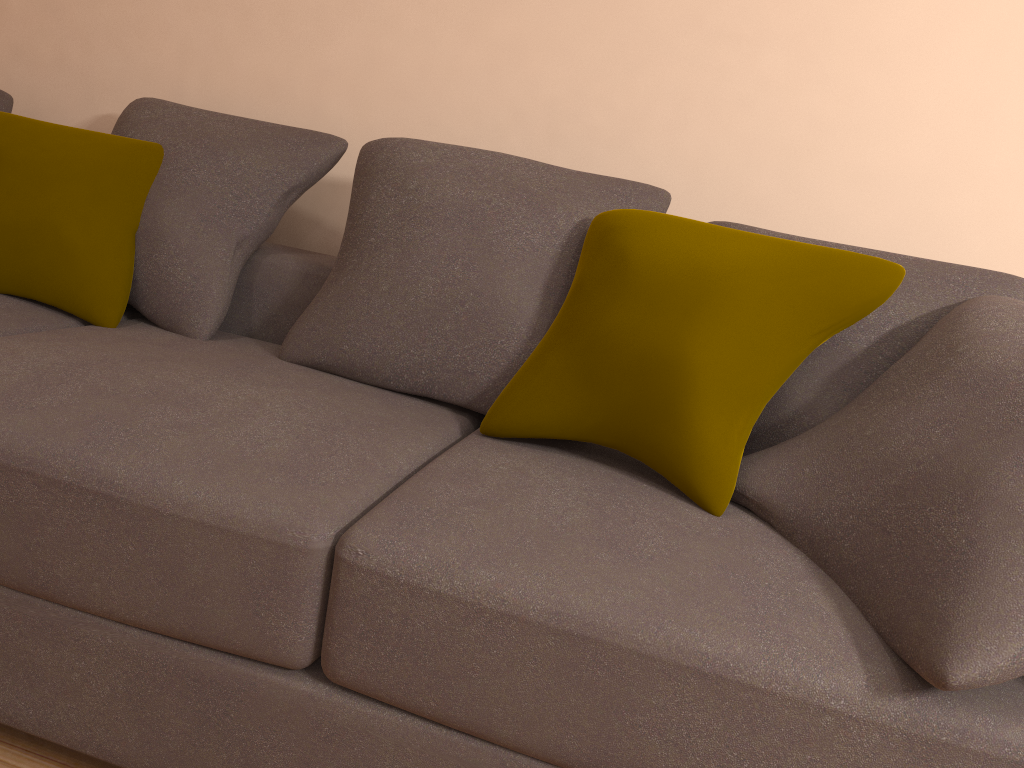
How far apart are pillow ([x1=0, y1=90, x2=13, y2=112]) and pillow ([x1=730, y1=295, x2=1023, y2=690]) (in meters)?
2.38

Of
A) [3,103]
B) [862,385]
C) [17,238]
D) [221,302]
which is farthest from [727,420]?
[3,103]

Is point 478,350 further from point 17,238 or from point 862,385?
point 17,238

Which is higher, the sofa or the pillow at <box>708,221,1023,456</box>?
the pillow at <box>708,221,1023,456</box>

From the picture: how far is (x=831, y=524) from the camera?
1.4m

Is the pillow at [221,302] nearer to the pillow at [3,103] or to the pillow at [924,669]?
the pillow at [3,103]

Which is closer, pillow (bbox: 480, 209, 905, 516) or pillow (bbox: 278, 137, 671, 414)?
pillow (bbox: 480, 209, 905, 516)

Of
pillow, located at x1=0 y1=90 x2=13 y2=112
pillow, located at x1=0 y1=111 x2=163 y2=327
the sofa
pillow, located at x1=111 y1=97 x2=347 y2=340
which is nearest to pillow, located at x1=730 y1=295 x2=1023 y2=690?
the sofa

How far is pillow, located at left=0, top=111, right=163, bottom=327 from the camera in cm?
209

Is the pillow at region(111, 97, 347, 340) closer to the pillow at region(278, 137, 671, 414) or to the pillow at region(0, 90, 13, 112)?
the pillow at region(278, 137, 671, 414)
